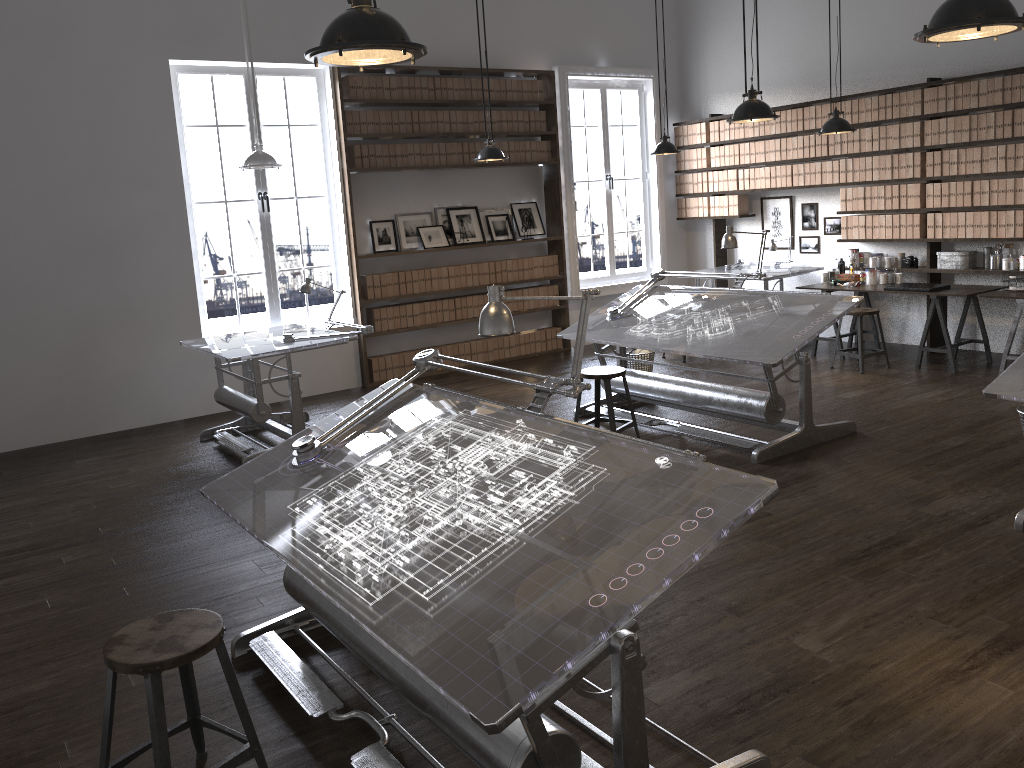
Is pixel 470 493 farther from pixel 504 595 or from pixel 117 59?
pixel 117 59

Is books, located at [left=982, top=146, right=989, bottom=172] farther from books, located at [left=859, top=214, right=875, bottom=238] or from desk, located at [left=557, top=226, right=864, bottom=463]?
desk, located at [left=557, top=226, right=864, bottom=463]

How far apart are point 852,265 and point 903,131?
1.3 meters

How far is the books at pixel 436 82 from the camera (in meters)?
8.55

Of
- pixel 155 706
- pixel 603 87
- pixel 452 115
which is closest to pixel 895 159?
pixel 603 87

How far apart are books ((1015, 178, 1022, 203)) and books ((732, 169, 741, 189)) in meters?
3.0 m

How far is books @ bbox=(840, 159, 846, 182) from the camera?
8.5 meters

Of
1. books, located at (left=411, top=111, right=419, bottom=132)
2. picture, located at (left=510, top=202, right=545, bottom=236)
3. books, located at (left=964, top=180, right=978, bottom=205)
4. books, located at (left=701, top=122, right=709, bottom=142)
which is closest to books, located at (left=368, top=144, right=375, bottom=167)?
books, located at (left=411, top=111, right=419, bottom=132)

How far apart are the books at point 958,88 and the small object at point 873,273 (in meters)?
1.55

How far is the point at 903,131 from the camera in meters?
7.9
